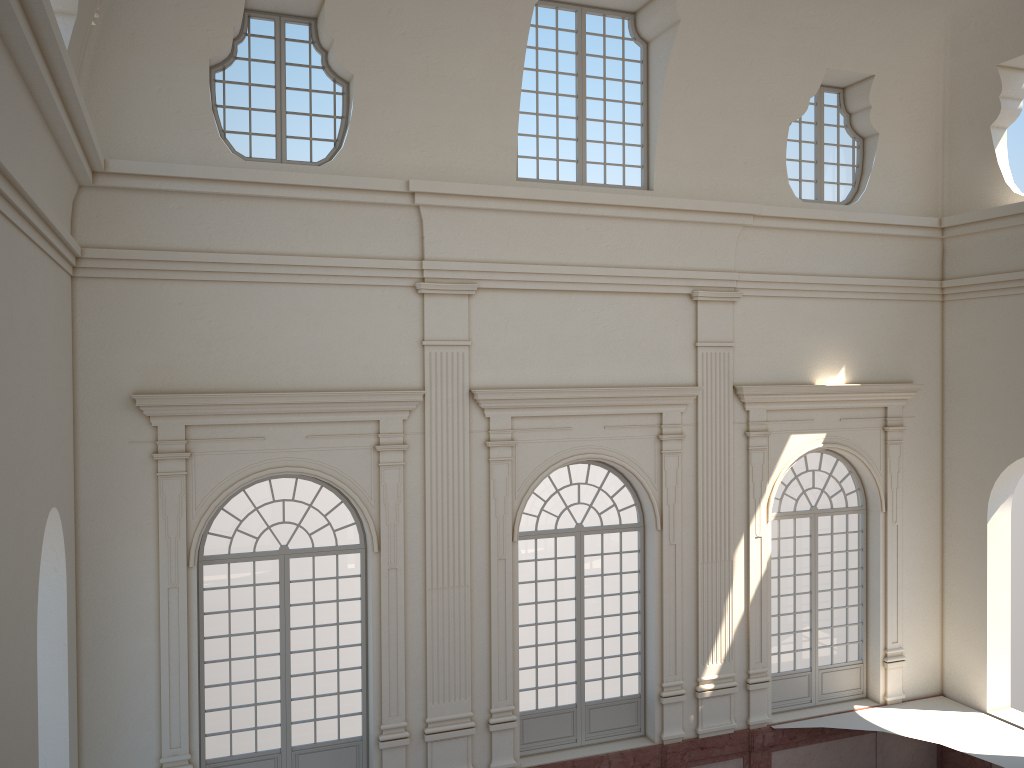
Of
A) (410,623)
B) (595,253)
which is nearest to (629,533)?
(410,623)

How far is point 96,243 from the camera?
10.5m
